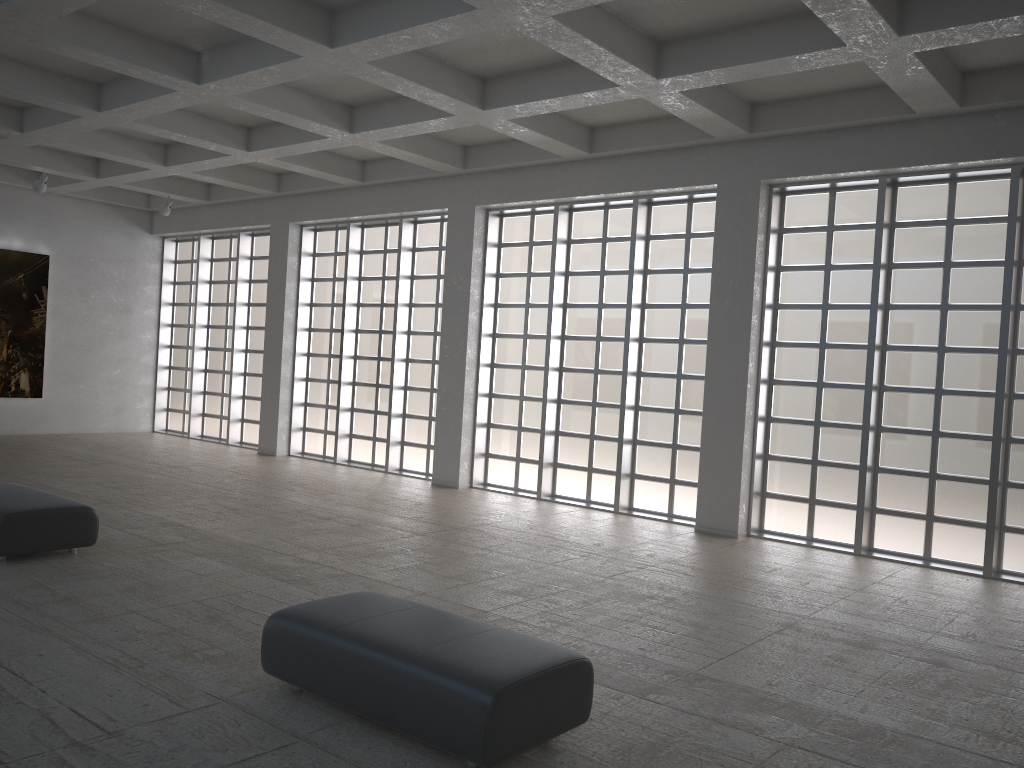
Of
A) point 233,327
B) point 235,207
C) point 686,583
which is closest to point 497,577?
point 686,583
